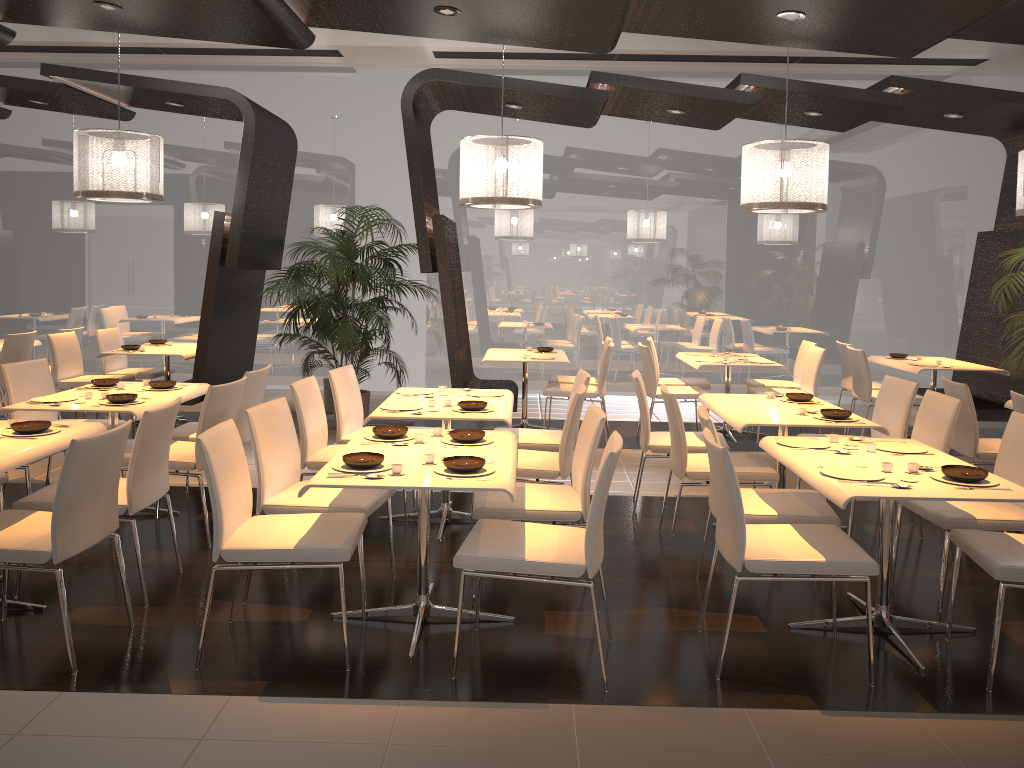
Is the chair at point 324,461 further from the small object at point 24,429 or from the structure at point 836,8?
the structure at point 836,8

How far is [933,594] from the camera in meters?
4.3 m

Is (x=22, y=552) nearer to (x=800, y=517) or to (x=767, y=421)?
(x=800, y=517)

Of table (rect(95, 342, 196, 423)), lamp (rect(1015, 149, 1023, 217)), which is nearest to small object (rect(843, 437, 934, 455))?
lamp (rect(1015, 149, 1023, 217))

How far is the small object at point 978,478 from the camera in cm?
341

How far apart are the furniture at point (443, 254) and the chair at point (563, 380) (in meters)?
0.38

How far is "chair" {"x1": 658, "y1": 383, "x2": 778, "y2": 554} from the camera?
4.74m

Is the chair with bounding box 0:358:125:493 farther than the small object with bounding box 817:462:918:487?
Yes

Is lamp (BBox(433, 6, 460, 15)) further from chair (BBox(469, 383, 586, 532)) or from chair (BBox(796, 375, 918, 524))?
chair (BBox(796, 375, 918, 524))

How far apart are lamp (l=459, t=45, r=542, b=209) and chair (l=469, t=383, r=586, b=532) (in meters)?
1.89
